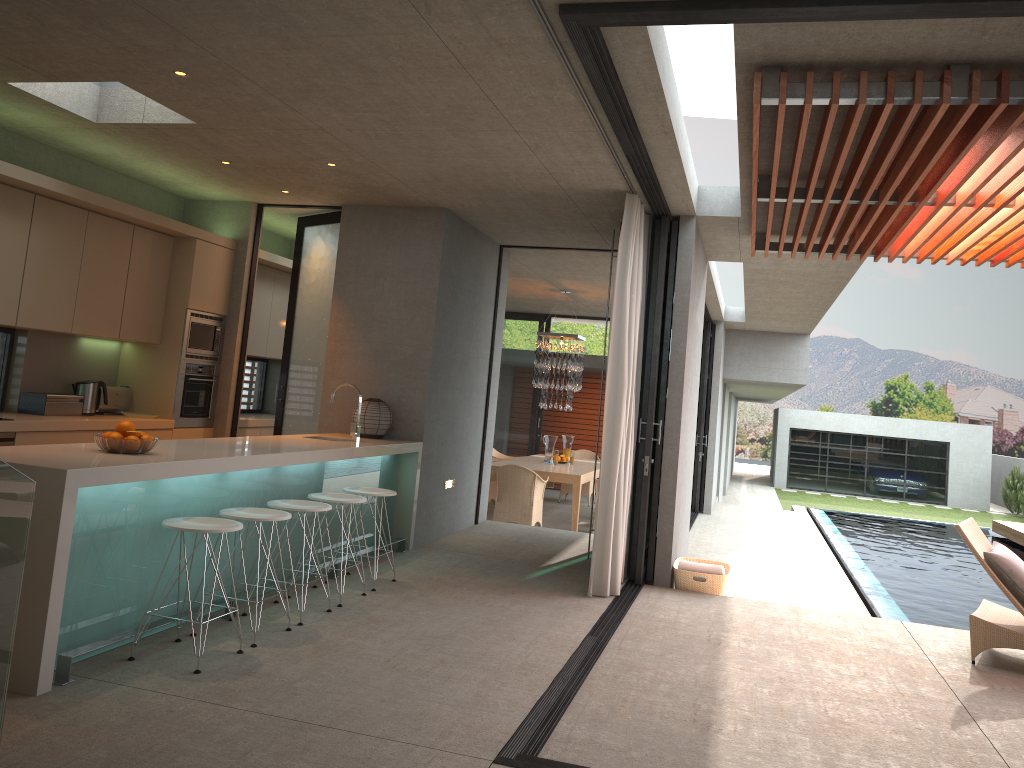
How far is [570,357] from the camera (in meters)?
12.53

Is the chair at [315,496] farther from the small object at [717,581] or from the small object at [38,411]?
the small object at [717,581]

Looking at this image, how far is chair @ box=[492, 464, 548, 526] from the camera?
10.43m

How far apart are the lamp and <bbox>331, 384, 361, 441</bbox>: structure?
5.94m

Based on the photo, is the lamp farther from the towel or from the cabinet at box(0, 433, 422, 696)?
the towel

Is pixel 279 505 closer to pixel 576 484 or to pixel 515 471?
pixel 515 471

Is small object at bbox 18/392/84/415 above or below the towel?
above

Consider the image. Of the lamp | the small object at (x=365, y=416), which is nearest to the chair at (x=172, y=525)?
the small object at (x=365, y=416)

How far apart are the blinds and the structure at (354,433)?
1.9m

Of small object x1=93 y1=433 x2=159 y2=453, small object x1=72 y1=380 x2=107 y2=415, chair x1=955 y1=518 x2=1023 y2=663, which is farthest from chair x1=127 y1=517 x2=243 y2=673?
chair x1=955 y1=518 x2=1023 y2=663
